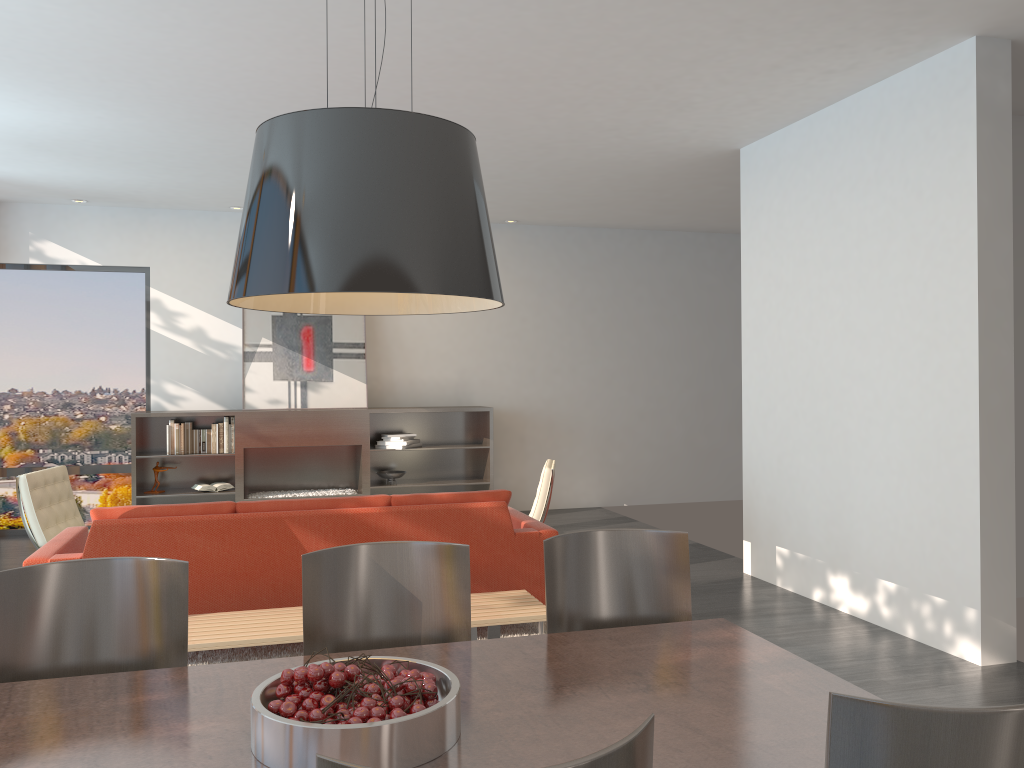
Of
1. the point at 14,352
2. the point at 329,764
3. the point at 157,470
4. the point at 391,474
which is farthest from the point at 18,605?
the point at 14,352

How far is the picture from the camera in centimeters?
869cm

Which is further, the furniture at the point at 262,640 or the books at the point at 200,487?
the books at the point at 200,487

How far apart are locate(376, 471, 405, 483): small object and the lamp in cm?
675

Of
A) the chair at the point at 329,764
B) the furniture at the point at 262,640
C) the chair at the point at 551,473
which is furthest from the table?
the chair at the point at 551,473

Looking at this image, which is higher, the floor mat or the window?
the window

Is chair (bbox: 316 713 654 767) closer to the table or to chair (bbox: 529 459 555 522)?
the table

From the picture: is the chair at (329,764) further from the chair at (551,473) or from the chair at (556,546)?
the chair at (551,473)

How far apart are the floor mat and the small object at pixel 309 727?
2.76m

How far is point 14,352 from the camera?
8.44m
